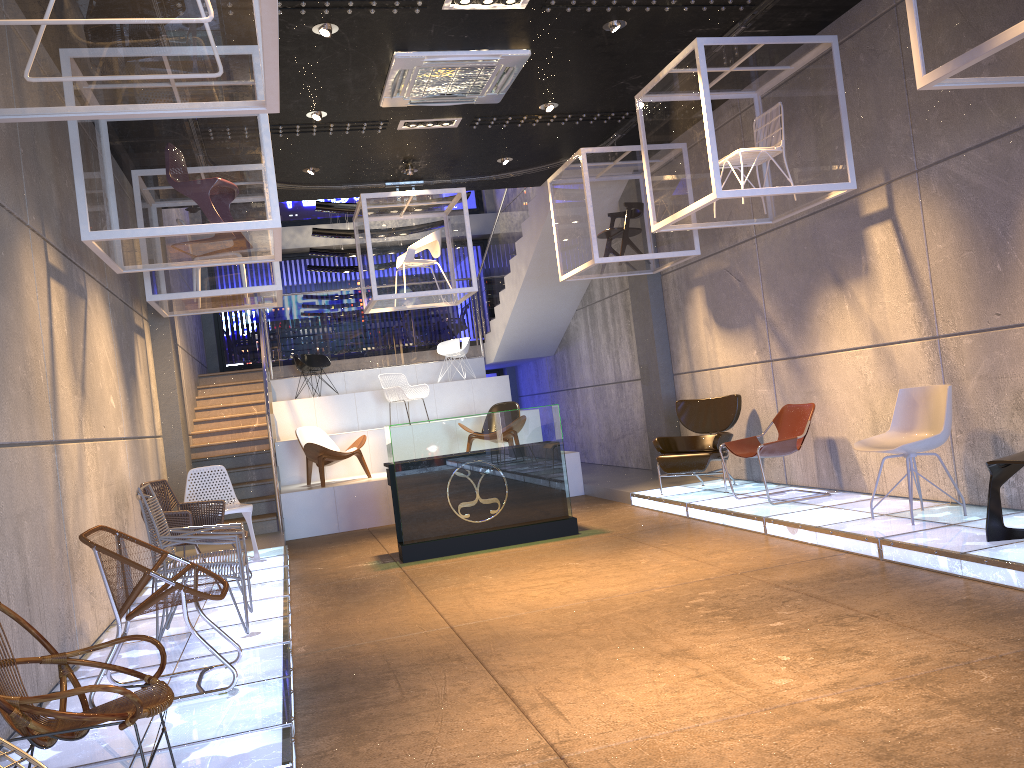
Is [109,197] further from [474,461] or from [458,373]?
[458,373]

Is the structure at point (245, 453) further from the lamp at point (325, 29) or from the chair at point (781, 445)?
the chair at point (781, 445)

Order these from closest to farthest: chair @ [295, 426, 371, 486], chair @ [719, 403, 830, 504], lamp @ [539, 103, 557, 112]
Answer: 1. chair @ [719, 403, 830, 504]
2. lamp @ [539, 103, 557, 112]
3. chair @ [295, 426, 371, 486]

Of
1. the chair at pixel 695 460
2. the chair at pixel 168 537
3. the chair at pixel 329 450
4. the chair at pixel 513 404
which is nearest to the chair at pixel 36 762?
the chair at pixel 168 537

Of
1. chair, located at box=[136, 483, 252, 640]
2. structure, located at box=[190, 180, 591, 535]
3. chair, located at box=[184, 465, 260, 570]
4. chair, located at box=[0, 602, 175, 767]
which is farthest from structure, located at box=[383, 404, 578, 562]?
chair, located at box=[0, 602, 175, 767]

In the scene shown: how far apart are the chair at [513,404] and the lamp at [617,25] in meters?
5.5

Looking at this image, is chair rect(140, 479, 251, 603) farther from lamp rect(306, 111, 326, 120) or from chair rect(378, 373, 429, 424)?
chair rect(378, 373, 429, 424)

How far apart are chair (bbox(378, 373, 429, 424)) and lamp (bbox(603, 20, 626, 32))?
6.0m

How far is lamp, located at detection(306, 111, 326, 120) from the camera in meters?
7.9 m

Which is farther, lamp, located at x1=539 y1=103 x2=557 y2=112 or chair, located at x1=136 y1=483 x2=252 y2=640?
lamp, located at x1=539 y1=103 x2=557 y2=112
